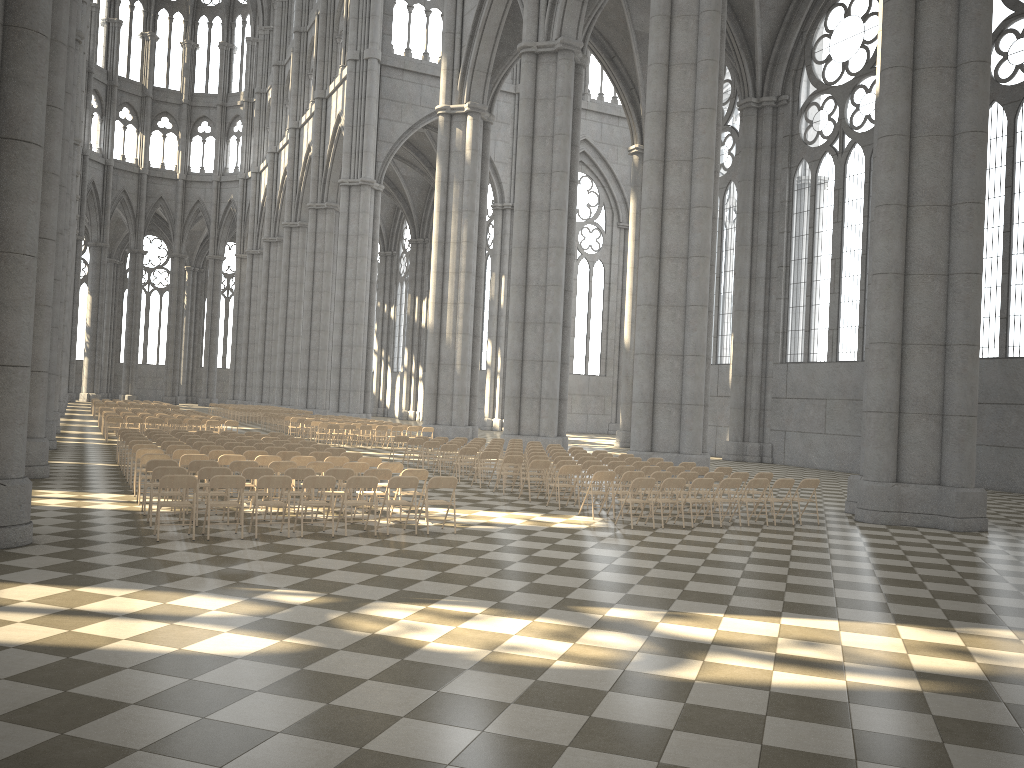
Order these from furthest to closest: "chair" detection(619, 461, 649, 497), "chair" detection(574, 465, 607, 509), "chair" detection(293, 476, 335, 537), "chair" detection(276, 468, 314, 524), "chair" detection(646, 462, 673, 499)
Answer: "chair" detection(646, 462, 673, 499)
"chair" detection(619, 461, 649, 497)
"chair" detection(574, 465, 607, 509)
"chair" detection(276, 468, 314, 524)
"chair" detection(293, 476, 335, 537)

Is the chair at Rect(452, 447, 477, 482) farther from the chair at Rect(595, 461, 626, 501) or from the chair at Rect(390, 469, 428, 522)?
the chair at Rect(390, 469, 428, 522)

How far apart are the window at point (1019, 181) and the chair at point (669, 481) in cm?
1642

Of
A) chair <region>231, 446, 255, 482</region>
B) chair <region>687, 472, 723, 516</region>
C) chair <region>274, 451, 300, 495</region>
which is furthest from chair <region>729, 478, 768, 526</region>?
chair <region>231, 446, 255, 482</region>

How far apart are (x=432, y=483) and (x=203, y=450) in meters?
6.2

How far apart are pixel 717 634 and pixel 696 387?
15.6m

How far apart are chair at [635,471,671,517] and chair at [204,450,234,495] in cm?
764

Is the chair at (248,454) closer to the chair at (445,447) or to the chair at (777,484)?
the chair at (445,447)

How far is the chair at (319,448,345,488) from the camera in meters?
17.6 m

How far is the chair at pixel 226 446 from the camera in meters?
17.8
